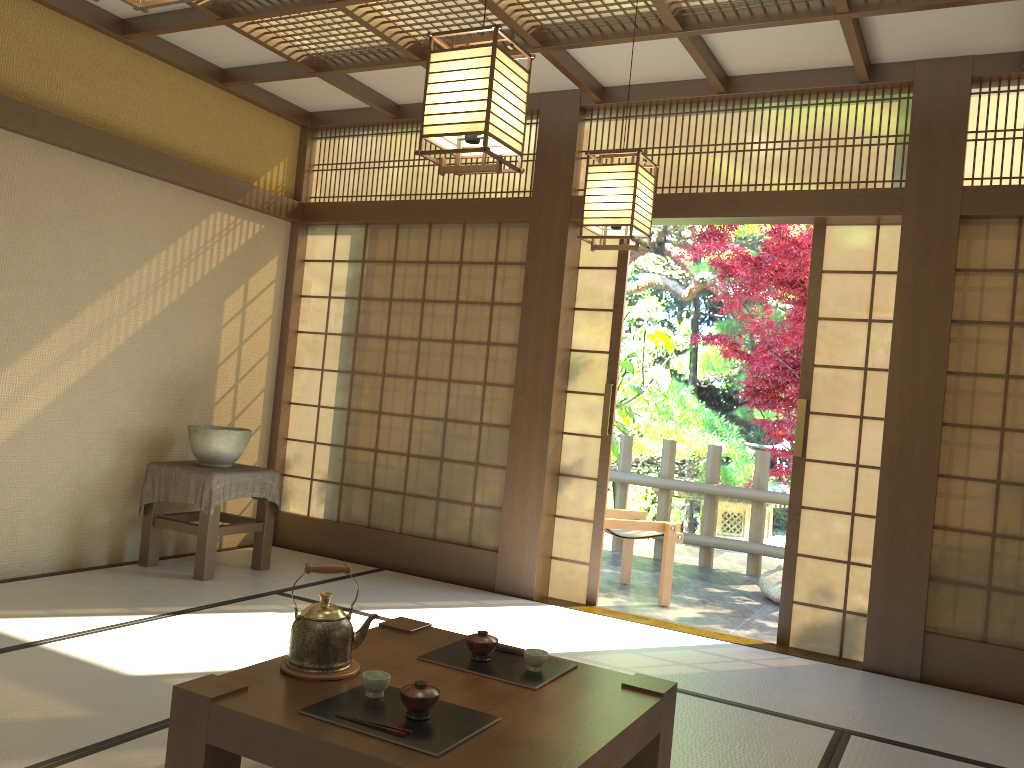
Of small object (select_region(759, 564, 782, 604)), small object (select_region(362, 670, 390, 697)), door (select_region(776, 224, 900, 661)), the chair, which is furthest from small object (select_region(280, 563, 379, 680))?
small object (select_region(759, 564, 782, 604))

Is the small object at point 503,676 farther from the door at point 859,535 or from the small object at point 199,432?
the small object at point 199,432

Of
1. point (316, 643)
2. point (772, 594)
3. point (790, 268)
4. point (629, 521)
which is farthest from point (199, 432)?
point (790, 268)

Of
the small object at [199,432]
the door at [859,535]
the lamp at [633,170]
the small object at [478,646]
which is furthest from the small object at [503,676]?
the small object at [199,432]

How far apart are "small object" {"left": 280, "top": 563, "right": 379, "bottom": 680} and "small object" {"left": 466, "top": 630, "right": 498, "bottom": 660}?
0.3 meters

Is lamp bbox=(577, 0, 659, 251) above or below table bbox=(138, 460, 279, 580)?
above

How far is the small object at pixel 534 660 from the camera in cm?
261

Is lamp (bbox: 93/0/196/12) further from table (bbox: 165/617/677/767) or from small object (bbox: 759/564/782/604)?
small object (bbox: 759/564/782/604)

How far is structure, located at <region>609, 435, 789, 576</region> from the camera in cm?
721

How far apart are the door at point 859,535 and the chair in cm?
117
